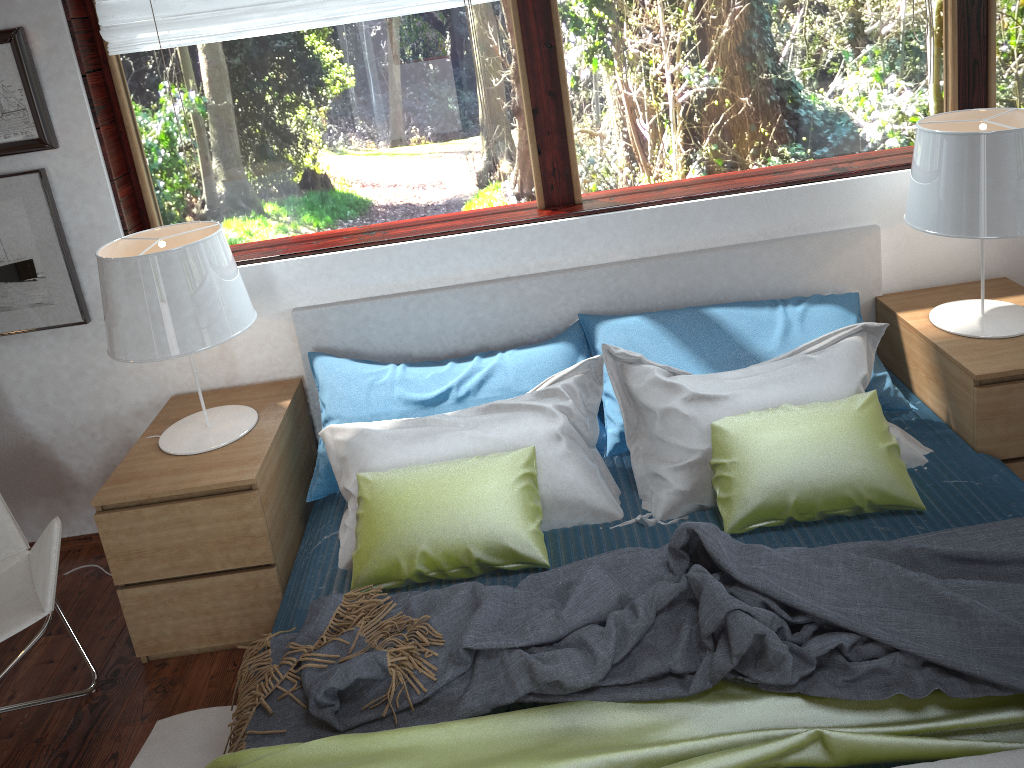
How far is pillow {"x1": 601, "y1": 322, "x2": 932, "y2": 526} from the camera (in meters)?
2.27

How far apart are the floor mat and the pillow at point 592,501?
0.5m

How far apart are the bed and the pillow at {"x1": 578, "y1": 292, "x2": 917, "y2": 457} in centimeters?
2cm

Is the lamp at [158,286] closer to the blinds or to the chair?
the chair

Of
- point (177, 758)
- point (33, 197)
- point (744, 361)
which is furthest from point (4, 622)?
point (744, 361)

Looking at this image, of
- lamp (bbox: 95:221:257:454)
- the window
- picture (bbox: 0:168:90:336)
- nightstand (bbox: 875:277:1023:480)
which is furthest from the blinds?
nightstand (bbox: 875:277:1023:480)

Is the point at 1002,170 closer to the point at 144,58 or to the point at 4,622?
the point at 144,58

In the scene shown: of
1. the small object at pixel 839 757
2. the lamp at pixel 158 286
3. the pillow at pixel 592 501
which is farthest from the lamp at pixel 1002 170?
the lamp at pixel 158 286

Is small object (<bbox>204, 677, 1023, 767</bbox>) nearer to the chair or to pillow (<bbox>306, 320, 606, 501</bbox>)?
the chair

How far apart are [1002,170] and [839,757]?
1.50m
